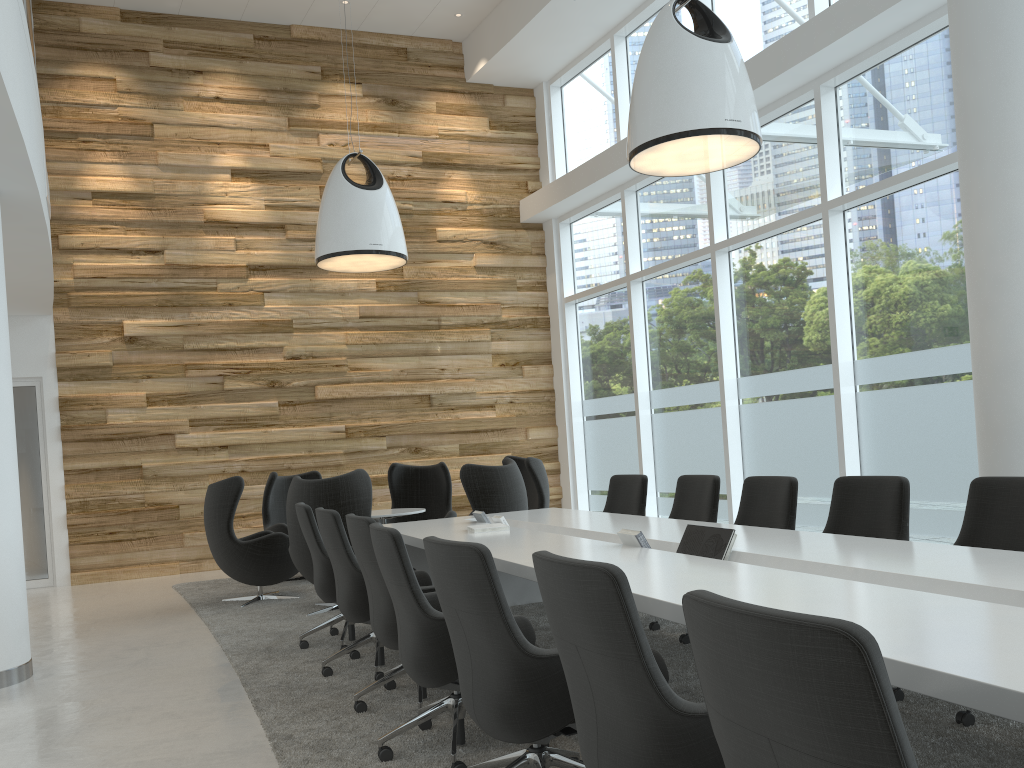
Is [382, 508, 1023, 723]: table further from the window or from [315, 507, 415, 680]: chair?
the window

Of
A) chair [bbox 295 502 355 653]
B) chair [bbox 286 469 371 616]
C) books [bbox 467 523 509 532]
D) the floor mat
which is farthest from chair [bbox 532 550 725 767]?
chair [bbox 286 469 371 616]

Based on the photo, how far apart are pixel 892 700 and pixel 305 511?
4.8 meters

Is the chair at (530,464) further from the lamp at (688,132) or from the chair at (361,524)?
the chair at (361,524)

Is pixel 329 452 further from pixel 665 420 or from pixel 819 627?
pixel 819 627

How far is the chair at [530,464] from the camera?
8.7 meters

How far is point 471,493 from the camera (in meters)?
7.33

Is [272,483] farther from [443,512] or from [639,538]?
[639,538]

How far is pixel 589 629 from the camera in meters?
2.2 m

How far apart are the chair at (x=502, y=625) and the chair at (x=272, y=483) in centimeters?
592cm
